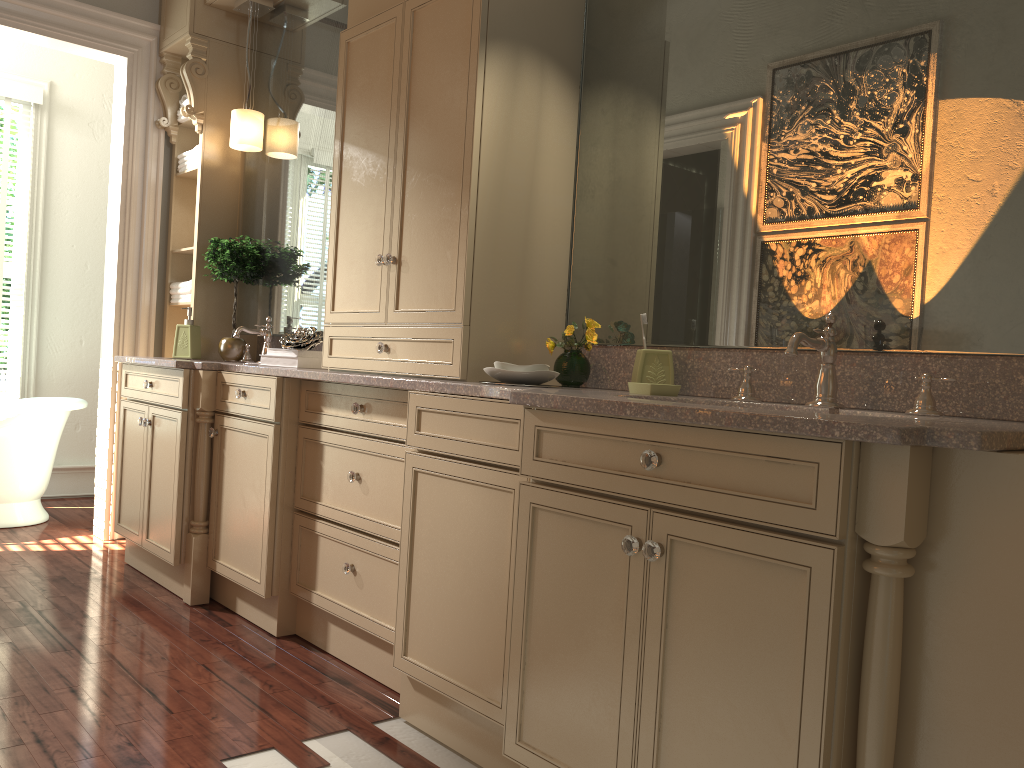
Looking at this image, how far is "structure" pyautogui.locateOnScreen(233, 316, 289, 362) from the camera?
3.8m

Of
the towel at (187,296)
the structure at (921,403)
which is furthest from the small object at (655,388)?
the towel at (187,296)

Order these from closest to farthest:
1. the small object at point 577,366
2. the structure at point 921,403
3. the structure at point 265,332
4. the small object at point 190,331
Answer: the structure at point 921,403
the small object at point 577,366
the structure at point 265,332
the small object at point 190,331

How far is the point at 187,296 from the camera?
4.19m

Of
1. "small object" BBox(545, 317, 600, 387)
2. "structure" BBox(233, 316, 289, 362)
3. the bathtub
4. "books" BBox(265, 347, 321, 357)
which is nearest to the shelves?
"structure" BBox(233, 316, 289, 362)

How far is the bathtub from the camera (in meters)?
4.37

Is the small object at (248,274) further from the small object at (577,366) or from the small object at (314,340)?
the small object at (577,366)

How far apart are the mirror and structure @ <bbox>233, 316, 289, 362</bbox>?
0.05m

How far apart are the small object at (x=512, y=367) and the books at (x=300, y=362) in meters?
1.1

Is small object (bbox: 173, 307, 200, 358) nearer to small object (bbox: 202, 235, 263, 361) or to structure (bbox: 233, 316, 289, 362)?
small object (bbox: 202, 235, 263, 361)
